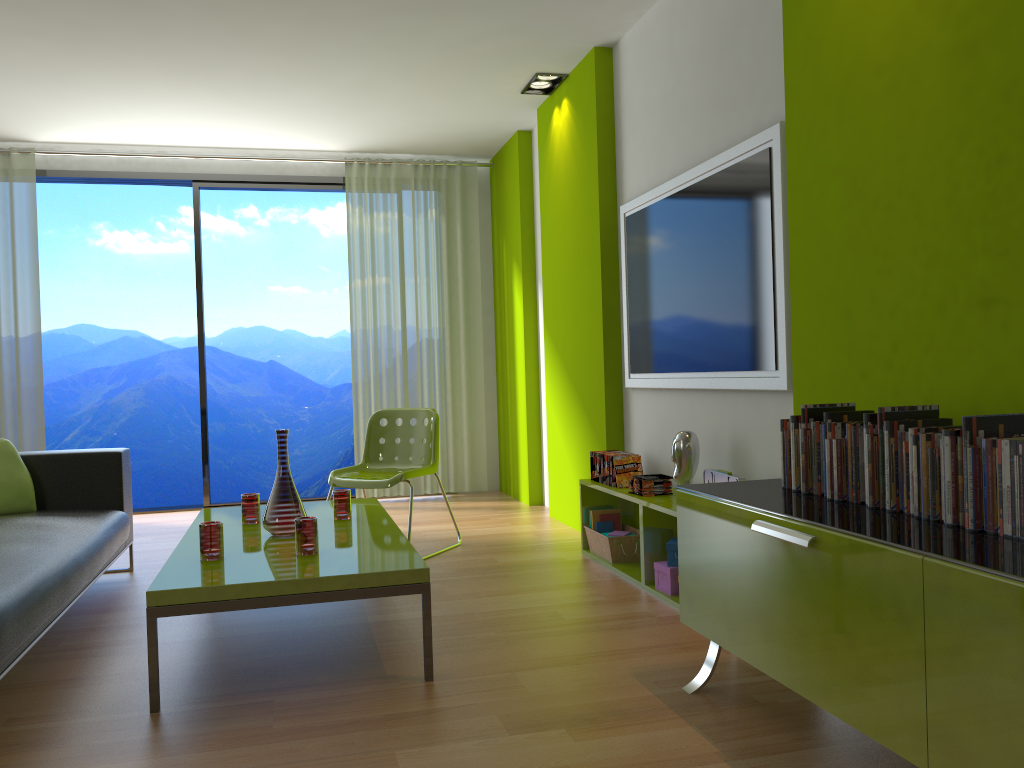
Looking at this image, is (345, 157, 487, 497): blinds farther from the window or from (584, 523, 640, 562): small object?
(584, 523, 640, 562): small object

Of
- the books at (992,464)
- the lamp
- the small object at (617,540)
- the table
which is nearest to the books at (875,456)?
the books at (992,464)

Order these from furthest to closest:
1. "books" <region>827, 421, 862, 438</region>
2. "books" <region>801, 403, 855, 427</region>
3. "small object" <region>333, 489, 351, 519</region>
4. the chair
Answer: the chair, "small object" <region>333, 489, 351, 519</region>, "books" <region>801, 403, 855, 427</region>, "books" <region>827, 421, 862, 438</region>

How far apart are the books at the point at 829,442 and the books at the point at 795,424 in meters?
0.2

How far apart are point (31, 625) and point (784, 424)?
2.2 meters

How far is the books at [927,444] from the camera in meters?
1.9

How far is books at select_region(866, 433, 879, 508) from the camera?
2.1m

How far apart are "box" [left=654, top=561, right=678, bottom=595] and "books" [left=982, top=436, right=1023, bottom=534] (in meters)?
1.87

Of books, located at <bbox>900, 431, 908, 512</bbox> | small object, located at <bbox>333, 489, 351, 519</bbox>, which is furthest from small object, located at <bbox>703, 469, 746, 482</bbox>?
small object, located at <bbox>333, 489, 351, 519</bbox>

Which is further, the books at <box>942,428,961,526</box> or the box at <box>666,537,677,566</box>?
the box at <box>666,537,677,566</box>
